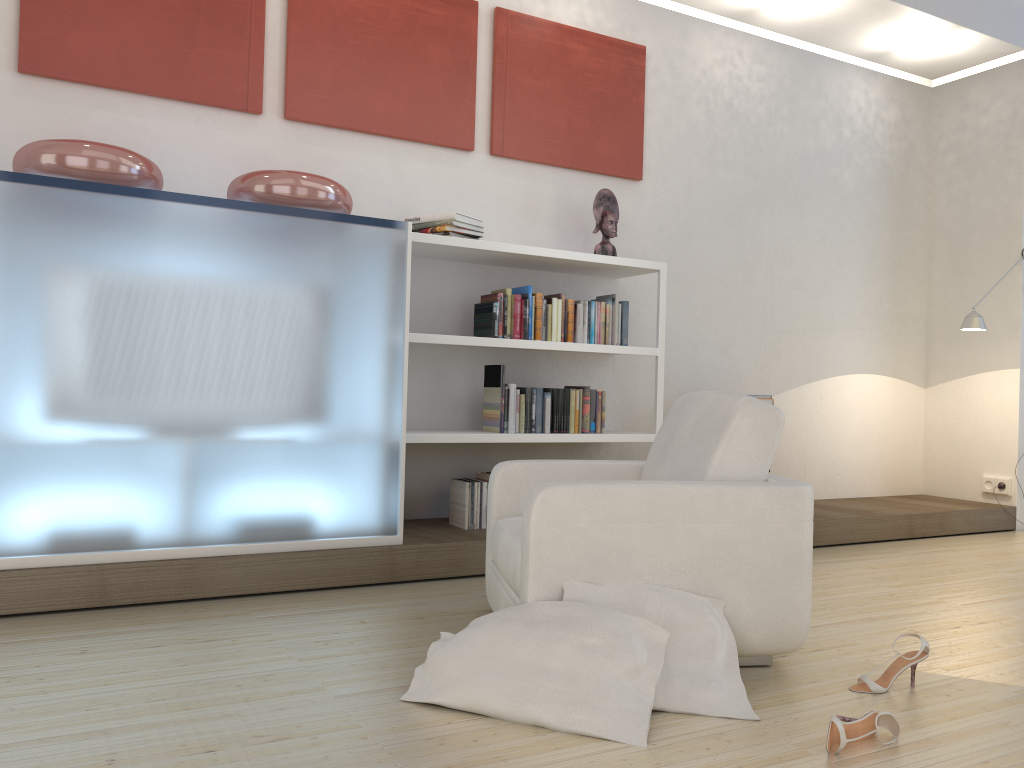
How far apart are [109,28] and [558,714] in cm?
342

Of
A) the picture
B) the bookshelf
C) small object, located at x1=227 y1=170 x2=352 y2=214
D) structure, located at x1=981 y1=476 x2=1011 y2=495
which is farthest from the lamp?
small object, located at x1=227 y1=170 x2=352 y2=214

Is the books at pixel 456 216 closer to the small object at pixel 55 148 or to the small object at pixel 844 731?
the small object at pixel 55 148

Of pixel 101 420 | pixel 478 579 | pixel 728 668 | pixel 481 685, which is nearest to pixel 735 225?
pixel 478 579

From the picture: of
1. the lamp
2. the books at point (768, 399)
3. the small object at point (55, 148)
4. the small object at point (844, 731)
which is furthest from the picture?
the small object at point (844, 731)

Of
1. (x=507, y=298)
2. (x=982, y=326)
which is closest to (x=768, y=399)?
(x=982, y=326)

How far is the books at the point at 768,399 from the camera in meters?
5.2 m

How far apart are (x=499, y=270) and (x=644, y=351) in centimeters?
90cm

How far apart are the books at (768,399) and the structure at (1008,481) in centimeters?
205cm

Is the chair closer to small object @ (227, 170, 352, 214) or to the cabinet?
the cabinet
